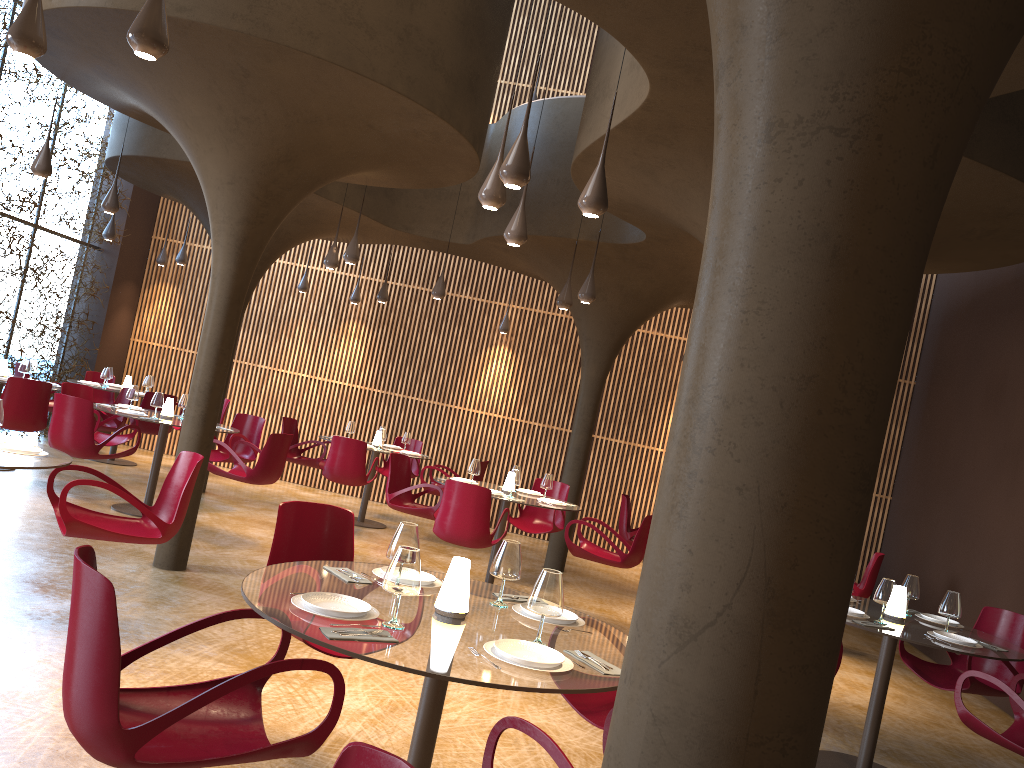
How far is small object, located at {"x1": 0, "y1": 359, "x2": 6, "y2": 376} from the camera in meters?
11.2

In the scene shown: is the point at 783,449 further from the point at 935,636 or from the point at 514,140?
the point at 514,140

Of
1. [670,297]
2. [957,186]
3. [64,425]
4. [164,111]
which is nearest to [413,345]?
[670,297]

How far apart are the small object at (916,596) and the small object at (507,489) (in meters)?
4.37

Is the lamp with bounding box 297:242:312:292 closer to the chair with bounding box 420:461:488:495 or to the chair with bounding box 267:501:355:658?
the chair with bounding box 420:461:488:495

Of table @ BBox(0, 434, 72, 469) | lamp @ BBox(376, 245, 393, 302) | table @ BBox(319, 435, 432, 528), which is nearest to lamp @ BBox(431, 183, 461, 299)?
lamp @ BBox(376, 245, 393, 302)

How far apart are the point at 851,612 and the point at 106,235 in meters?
11.8

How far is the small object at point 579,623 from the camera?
3.9 meters

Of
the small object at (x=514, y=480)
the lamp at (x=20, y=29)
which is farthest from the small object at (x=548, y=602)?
the small object at (x=514, y=480)

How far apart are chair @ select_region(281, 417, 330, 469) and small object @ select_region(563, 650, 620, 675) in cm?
973
